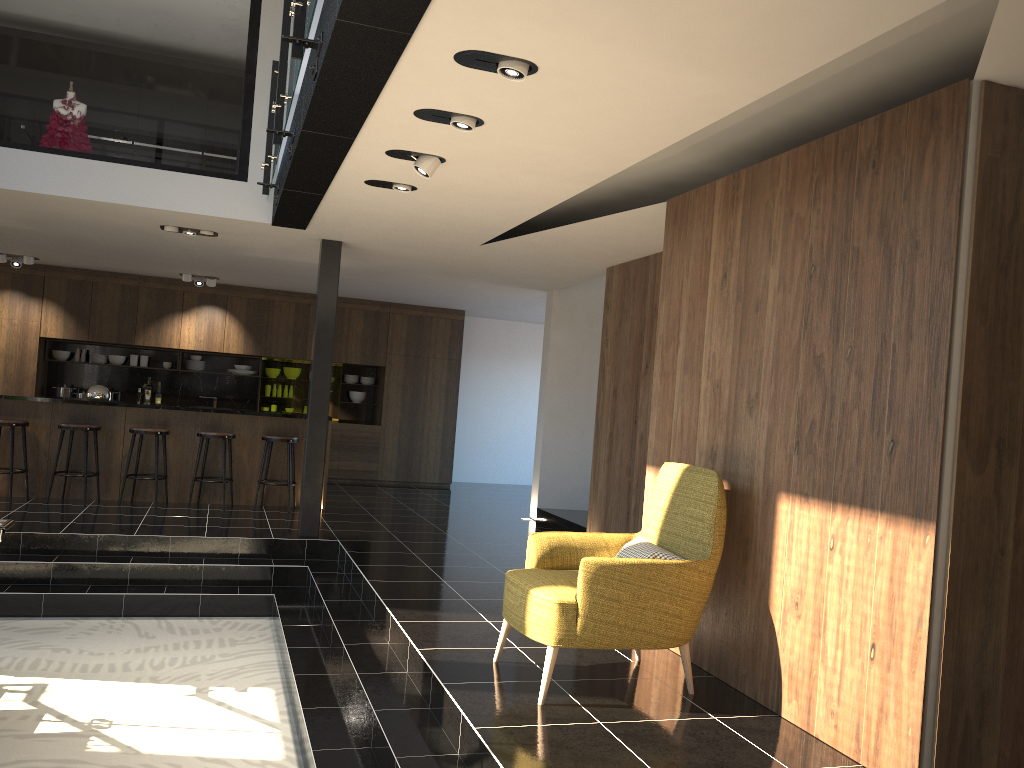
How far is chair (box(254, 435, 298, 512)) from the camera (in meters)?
9.41

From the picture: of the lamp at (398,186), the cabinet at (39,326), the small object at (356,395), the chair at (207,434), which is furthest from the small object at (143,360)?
the lamp at (398,186)

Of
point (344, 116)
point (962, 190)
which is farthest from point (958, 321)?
point (344, 116)

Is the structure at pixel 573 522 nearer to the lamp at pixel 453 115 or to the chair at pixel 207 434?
the chair at pixel 207 434

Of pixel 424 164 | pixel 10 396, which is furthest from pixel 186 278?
pixel 424 164

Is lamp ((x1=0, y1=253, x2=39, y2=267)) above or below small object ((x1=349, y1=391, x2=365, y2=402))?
above

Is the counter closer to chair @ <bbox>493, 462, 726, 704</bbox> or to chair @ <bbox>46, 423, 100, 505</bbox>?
chair @ <bbox>46, 423, 100, 505</bbox>

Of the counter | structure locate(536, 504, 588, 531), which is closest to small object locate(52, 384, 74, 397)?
the counter

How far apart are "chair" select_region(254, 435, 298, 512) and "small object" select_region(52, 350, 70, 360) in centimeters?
464cm

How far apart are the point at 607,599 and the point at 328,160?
3.0m
